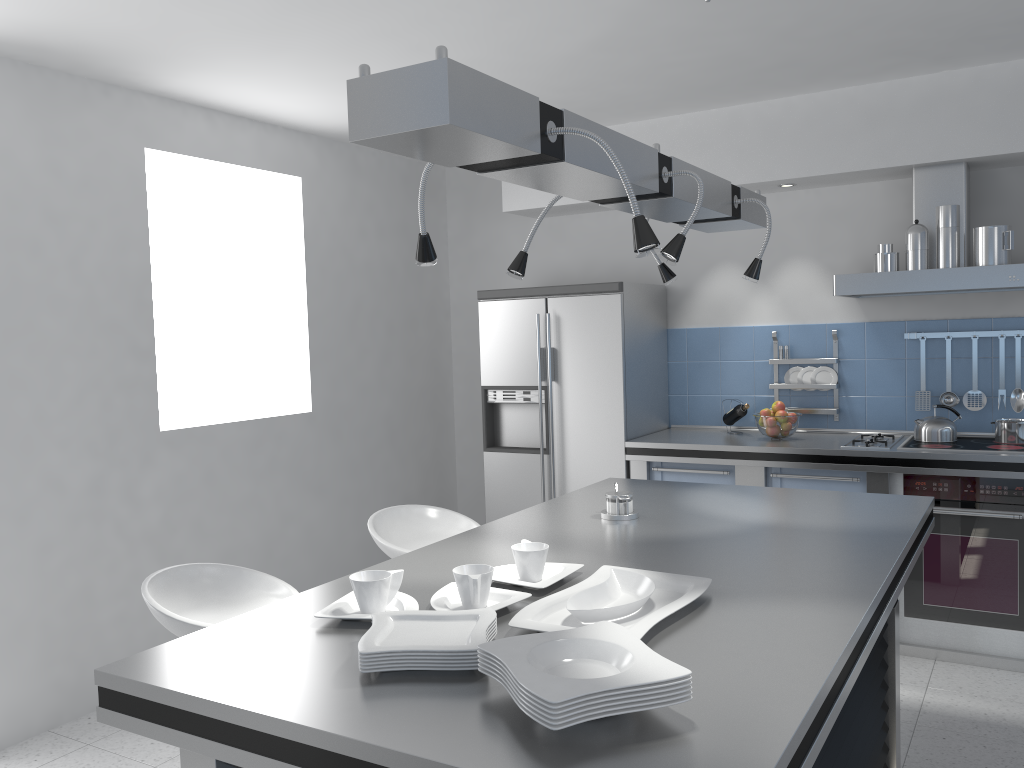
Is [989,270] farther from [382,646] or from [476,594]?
[382,646]

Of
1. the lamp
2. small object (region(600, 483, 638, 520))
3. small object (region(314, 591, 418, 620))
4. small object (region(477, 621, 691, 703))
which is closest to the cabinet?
the lamp

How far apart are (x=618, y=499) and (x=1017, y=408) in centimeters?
268cm

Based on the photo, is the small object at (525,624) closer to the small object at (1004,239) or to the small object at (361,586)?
the small object at (361,586)

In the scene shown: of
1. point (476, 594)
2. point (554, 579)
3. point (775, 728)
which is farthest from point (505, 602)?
point (775, 728)

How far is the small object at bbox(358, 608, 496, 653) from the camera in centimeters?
157cm

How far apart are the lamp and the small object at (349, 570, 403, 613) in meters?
0.7 m

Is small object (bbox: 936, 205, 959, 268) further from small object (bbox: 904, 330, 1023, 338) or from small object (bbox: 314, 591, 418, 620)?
small object (bbox: 314, 591, 418, 620)

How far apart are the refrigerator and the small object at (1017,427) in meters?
1.8

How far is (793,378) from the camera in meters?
4.9
